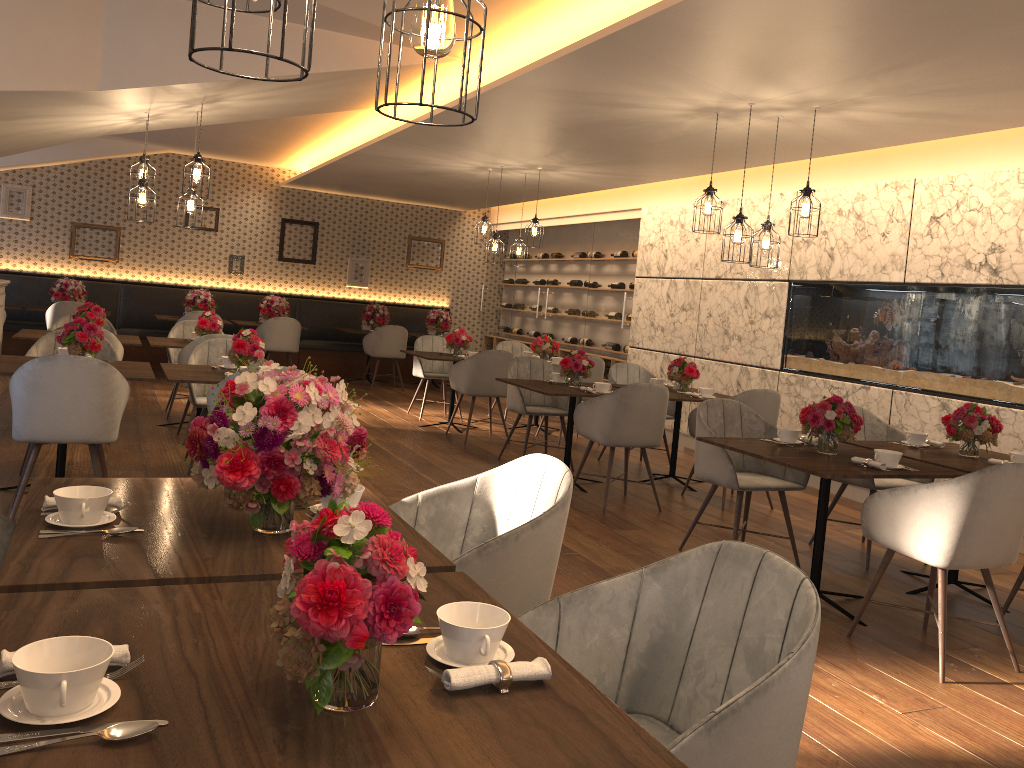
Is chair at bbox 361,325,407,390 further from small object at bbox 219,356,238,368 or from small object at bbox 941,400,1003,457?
small object at bbox 941,400,1003,457

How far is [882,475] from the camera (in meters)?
3.84

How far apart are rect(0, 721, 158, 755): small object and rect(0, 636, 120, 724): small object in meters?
0.0

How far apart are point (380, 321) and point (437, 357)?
3.87m

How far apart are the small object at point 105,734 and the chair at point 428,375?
8.0 meters

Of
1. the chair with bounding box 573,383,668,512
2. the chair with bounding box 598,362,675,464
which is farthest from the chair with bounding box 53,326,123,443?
the chair with bounding box 598,362,675,464

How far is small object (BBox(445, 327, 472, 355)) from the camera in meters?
8.8

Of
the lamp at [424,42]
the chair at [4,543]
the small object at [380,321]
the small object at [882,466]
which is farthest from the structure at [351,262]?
the lamp at [424,42]

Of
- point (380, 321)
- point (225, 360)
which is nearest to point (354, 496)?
point (225, 360)

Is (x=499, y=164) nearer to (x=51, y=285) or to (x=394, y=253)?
(x=394, y=253)
